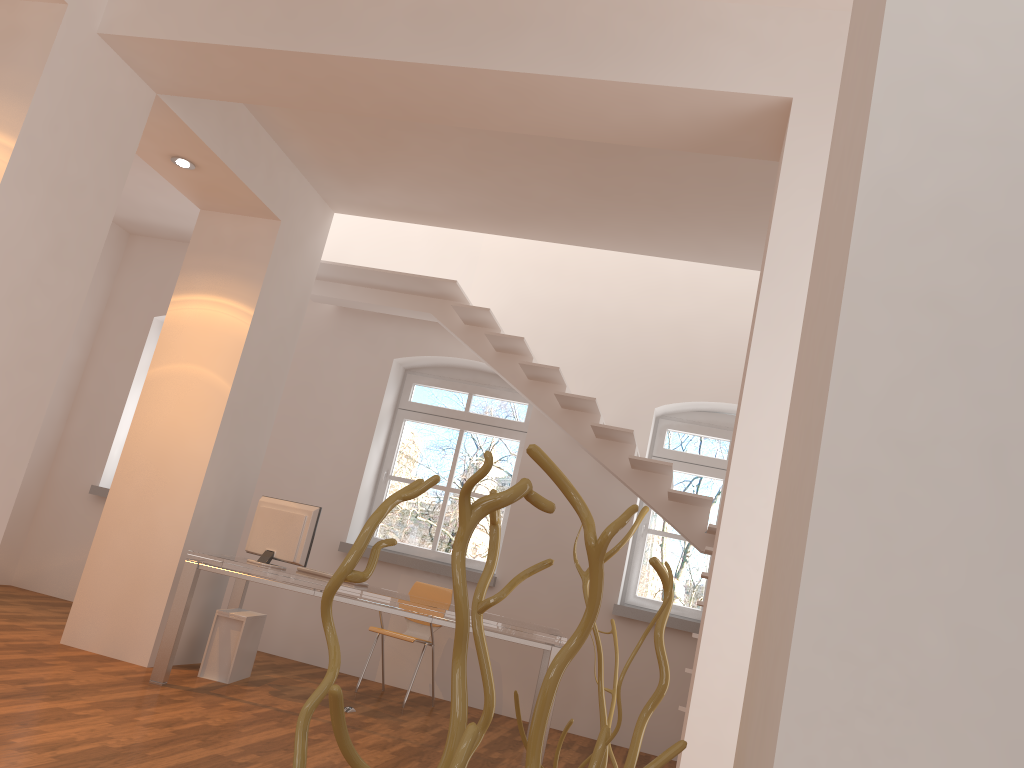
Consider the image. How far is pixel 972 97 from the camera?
0.74m

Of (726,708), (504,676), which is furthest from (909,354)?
(504,676)

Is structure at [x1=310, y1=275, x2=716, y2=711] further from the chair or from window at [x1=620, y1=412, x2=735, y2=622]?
the chair

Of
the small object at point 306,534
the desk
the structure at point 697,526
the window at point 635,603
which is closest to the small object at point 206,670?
the desk

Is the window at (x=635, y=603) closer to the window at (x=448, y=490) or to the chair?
the window at (x=448, y=490)

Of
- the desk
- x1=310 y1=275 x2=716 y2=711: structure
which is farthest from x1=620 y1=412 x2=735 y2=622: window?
the desk

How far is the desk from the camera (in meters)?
5.00

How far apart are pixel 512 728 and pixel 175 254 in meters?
5.3 m

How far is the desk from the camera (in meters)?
5.00

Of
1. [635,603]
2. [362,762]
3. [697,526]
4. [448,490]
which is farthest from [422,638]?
[362,762]
